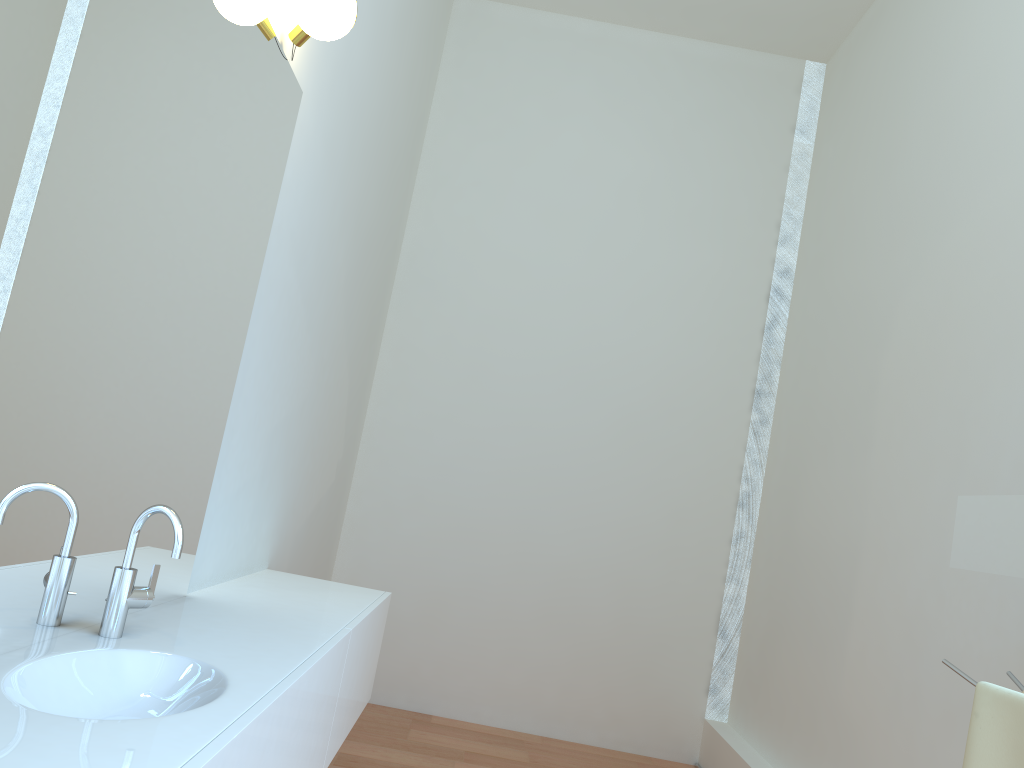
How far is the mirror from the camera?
1.8 meters

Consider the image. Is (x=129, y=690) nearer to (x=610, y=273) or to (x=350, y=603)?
(x=350, y=603)

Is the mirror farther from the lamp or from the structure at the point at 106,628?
the lamp

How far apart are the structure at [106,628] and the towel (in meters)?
1.60

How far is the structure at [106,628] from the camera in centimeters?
172cm

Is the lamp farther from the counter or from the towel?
the towel

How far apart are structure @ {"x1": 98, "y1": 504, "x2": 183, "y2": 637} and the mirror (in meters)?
1.66

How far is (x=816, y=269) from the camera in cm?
454

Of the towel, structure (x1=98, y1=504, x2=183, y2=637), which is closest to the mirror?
the towel

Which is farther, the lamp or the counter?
the lamp
